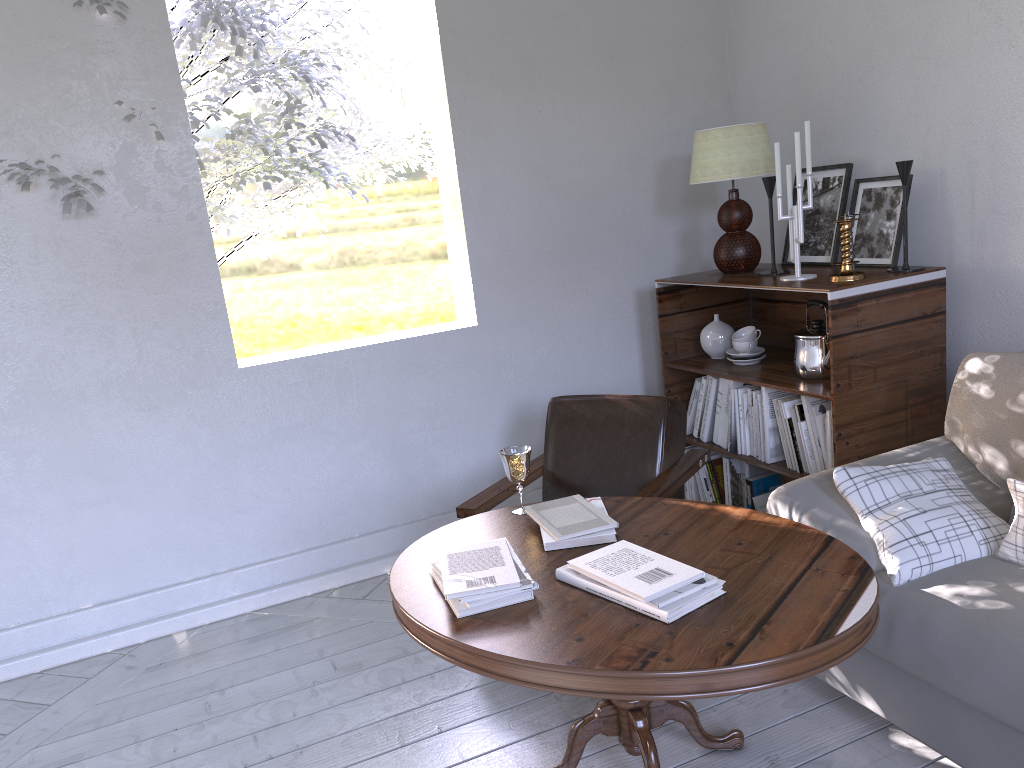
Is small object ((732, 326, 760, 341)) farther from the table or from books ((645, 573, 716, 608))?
books ((645, 573, 716, 608))

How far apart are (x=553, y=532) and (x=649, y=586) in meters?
0.4 m

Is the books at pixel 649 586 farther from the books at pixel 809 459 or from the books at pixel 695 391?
the books at pixel 695 391

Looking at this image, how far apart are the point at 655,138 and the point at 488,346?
0.9 meters

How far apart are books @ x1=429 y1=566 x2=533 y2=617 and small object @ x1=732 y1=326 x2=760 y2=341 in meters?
1.5

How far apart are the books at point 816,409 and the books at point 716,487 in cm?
56

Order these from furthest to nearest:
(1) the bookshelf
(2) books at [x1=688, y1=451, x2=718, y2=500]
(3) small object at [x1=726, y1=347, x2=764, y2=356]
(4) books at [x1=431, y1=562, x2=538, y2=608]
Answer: (2) books at [x1=688, y1=451, x2=718, y2=500], (3) small object at [x1=726, y1=347, x2=764, y2=356], (1) the bookshelf, (4) books at [x1=431, y1=562, x2=538, y2=608]

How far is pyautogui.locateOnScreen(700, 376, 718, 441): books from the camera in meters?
2.8

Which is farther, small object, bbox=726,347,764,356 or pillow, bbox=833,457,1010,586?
small object, bbox=726,347,764,356

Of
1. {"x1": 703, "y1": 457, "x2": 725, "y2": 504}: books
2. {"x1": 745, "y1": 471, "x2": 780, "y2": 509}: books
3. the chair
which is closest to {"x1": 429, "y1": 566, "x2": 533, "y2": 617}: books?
the chair
